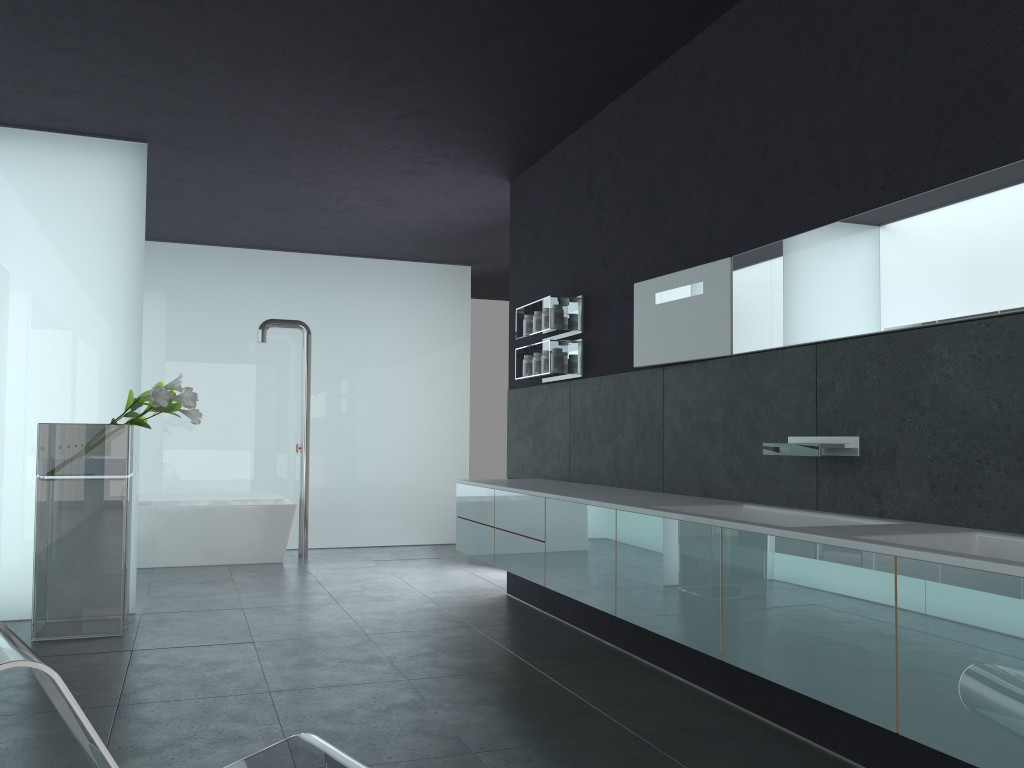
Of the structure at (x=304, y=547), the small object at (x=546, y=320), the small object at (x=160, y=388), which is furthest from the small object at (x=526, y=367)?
the structure at (x=304, y=547)

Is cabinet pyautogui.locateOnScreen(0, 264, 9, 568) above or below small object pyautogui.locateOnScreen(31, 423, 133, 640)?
above

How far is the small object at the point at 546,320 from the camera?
6.8m

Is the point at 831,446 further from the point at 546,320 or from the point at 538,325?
the point at 538,325

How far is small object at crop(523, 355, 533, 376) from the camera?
7.15m

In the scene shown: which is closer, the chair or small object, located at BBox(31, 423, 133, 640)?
the chair

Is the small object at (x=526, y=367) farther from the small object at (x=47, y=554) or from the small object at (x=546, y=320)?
the small object at (x=47, y=554)

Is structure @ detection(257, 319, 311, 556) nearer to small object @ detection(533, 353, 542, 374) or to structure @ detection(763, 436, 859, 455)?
small object @ detection(533, 353, 542, 374)

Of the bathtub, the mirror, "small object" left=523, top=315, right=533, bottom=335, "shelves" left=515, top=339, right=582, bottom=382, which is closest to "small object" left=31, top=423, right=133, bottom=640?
"shelves" left=515, top=339, right=582, bottom=382

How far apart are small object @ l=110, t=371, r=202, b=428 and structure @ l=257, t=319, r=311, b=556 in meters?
3.6
